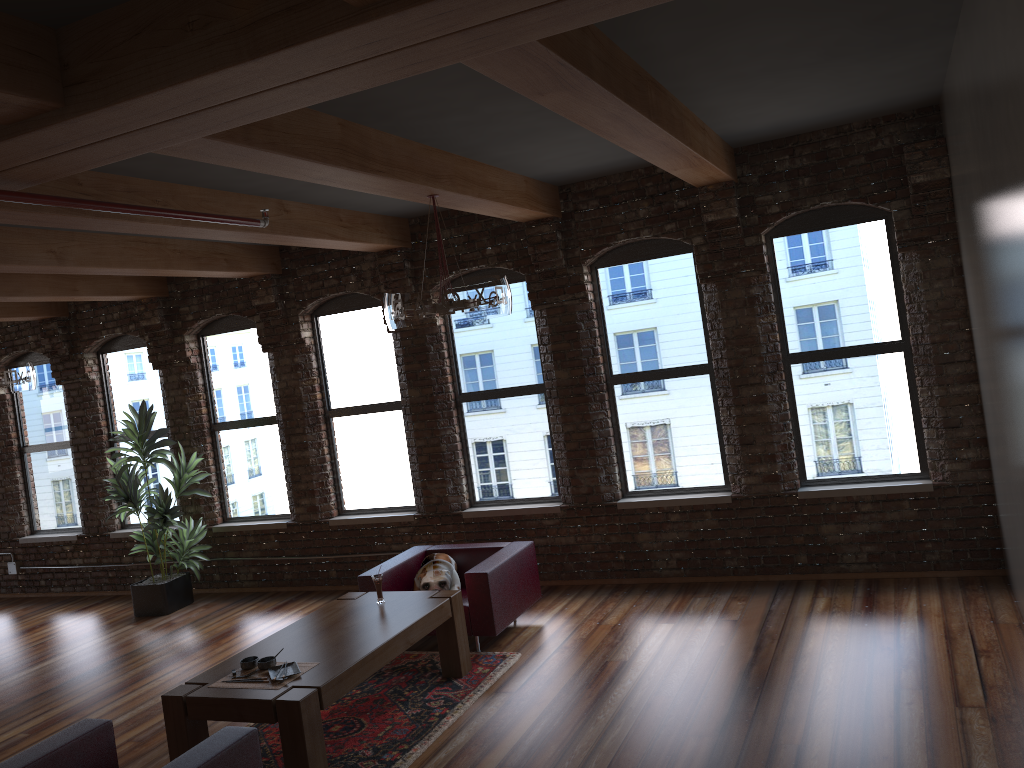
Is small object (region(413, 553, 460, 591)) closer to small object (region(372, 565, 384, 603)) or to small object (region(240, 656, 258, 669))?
small object (region(372, 565, 384, 603))

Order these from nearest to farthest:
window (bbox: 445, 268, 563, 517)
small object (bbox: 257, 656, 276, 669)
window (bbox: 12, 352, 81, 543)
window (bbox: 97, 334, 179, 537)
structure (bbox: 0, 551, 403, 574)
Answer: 1. small object (bbox: 257, 656, 276, 669)
2. window (bbox: 445, 268, 563, 517)
3. window (bbox: 97, 334, 179, 537)
4. window (bbox: 12, 352, 81, 543)
5. structure (bbox: 0, 551, 403, 574)

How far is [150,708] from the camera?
6.15m

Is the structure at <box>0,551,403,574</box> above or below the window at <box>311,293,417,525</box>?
below

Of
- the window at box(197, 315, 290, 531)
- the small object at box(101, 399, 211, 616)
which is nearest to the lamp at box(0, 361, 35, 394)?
the small object at box(101, 399, 211, 616)

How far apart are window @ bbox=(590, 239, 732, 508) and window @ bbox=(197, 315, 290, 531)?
3.54m

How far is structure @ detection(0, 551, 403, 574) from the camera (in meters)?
10.43

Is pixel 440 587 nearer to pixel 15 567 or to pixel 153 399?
pixel 153 399

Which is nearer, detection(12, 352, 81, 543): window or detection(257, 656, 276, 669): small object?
detection(257, 656, 276, 669): small object

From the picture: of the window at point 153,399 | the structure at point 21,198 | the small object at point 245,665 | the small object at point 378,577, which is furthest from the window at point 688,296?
the window at point 153,399
